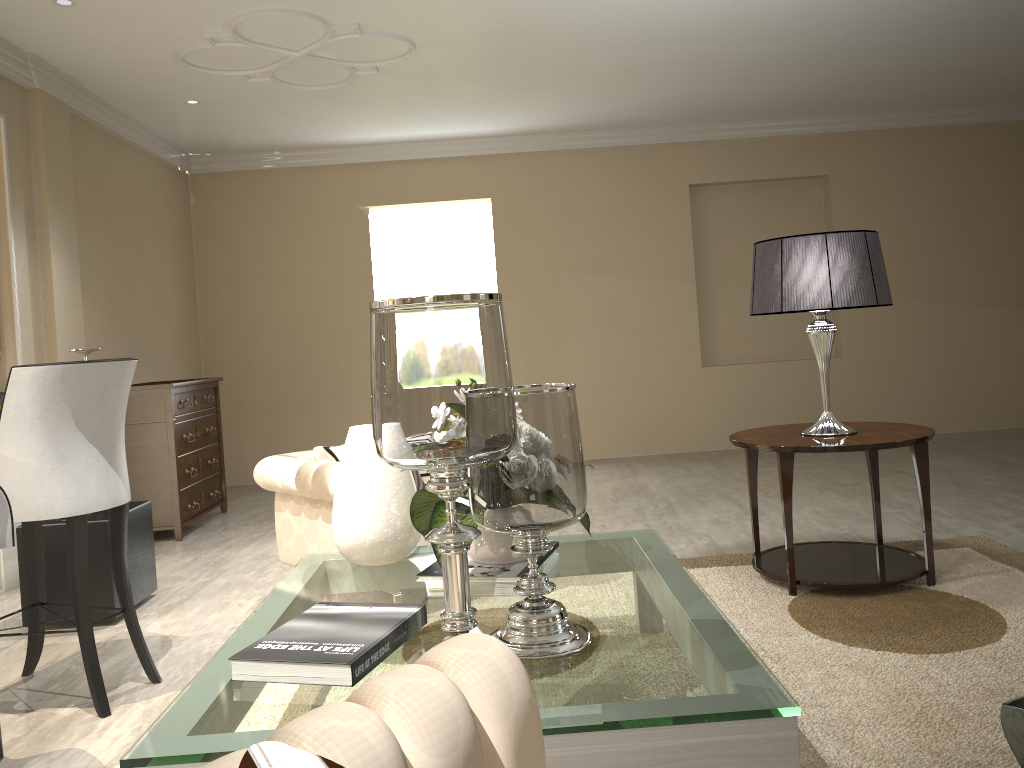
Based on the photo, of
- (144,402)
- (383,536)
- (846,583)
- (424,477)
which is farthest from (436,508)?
(144,402)

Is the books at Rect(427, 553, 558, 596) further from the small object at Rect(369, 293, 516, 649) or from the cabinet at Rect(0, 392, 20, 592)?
the cabinet at Rect(0, 392, 20, 592)

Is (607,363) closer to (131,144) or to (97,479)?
(131,144)

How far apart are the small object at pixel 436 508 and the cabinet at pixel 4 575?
2.3 meters

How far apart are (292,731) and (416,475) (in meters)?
2.47

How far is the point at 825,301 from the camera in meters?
2.9 m

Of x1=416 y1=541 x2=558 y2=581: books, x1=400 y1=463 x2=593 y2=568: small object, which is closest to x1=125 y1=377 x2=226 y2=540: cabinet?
x1=400 y1=463 x2=593 y2=568: small object

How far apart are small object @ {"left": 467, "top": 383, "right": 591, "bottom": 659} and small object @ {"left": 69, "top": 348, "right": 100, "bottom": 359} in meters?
2.2 m

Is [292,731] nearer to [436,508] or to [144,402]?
[436,508]

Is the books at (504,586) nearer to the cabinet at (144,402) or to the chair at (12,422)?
the chair at (12,422)
